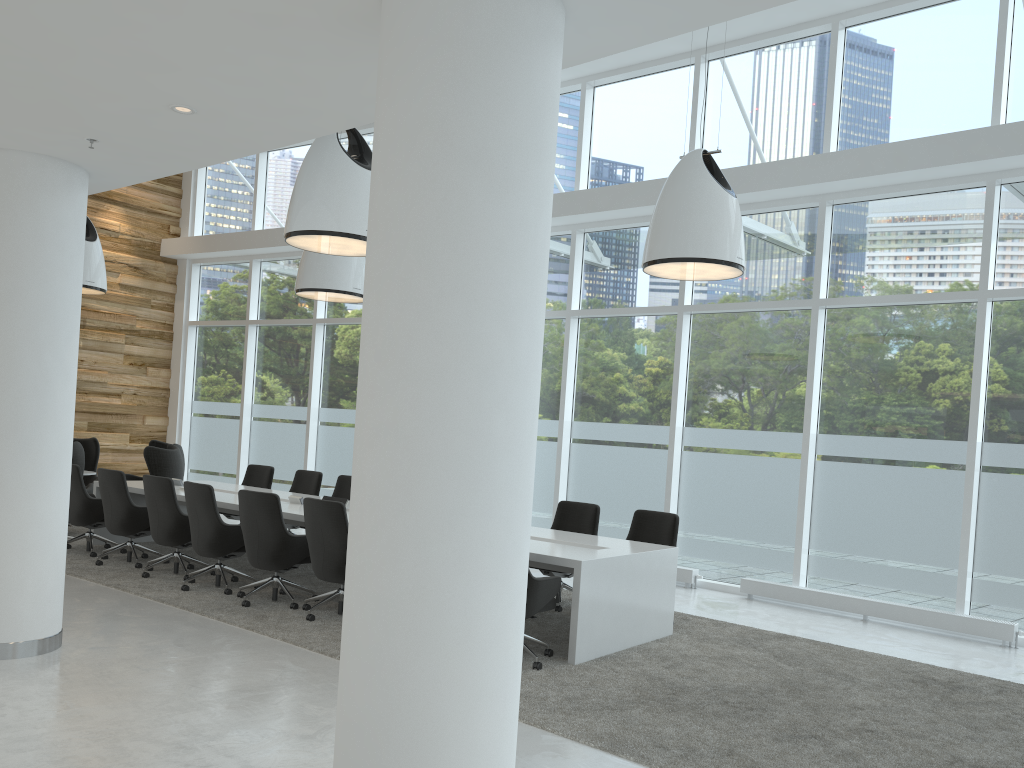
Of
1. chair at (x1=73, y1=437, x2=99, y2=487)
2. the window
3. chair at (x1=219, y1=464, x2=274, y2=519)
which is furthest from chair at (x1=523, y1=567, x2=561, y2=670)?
chair at (x1=73, y1=437, x2=99, y2=487)

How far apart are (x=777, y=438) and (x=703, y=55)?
4.51m

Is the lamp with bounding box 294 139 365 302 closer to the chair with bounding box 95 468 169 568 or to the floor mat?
the chair with bounding box 95 468 169 568

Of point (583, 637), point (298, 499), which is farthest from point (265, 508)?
point (583, 637)

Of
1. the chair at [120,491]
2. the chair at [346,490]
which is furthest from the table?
the chair at [346,490]

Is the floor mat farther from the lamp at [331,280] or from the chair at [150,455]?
the lamp at [331,280]

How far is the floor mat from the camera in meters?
4.7

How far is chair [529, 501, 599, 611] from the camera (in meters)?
8.39

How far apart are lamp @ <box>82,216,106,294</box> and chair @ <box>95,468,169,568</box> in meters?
3.6 m

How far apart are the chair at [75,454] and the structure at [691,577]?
7.05m
